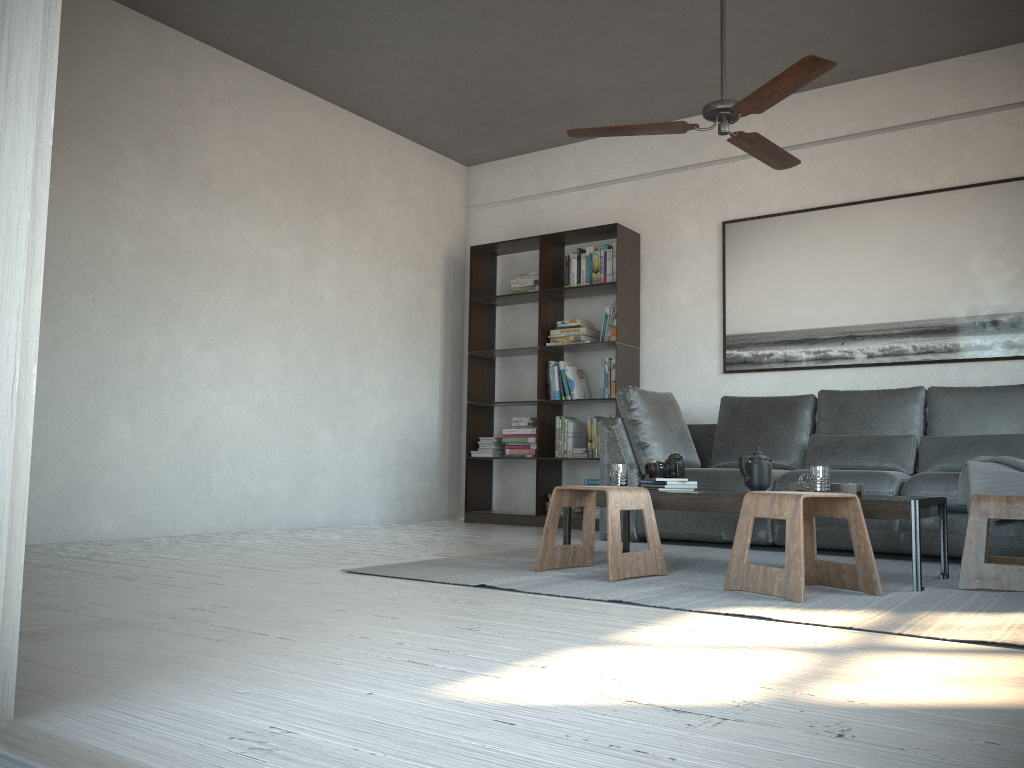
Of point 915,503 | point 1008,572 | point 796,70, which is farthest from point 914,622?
point 796,70

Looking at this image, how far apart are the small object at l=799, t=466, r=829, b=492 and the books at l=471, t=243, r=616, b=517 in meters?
2.8 m

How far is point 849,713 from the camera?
1.5m

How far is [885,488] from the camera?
4.2m

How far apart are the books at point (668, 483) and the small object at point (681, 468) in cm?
3

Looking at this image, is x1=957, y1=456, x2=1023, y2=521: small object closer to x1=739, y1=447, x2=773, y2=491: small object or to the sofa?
the sofa

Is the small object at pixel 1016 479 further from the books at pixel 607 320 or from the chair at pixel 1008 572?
the books at pixel 607 320

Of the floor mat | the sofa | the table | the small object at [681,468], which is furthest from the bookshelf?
the small object at [681,468]

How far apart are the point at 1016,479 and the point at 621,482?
1.7 meters

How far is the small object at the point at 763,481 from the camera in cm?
369
